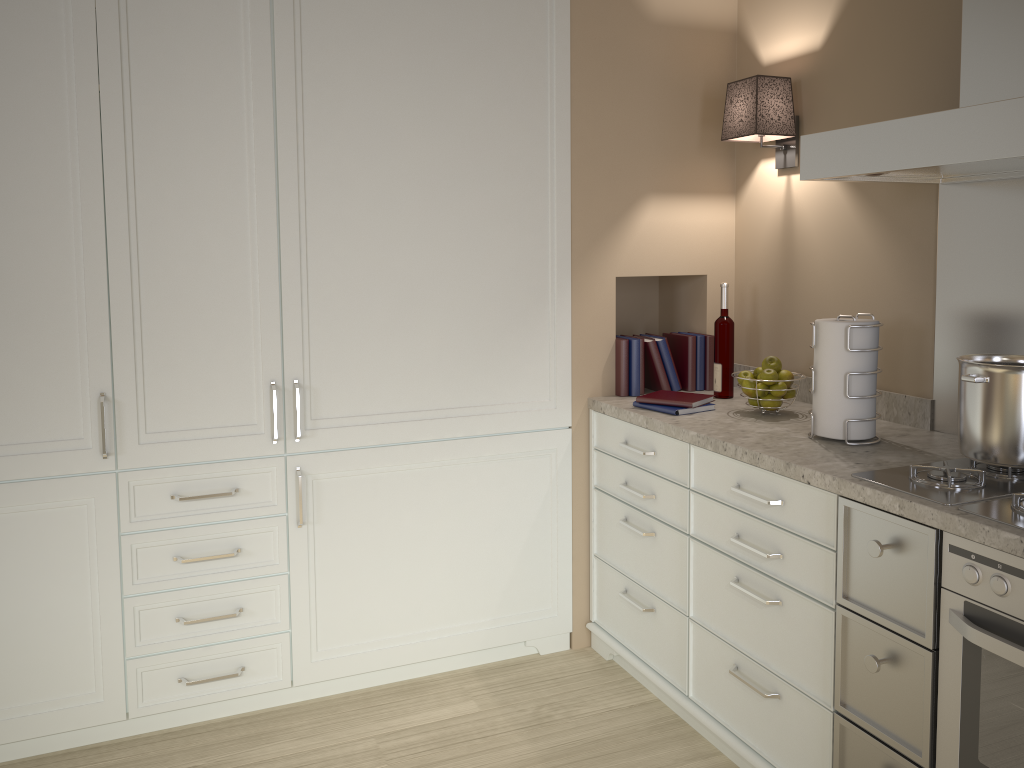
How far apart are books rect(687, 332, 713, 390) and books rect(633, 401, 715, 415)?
0.4 meters

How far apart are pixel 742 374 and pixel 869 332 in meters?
0.5

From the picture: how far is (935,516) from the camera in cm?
161

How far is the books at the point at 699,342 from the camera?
2.9 meters

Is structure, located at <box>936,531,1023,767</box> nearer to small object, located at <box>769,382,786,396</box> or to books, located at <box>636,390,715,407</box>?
small object, located at <box>769,382,786,396</box>

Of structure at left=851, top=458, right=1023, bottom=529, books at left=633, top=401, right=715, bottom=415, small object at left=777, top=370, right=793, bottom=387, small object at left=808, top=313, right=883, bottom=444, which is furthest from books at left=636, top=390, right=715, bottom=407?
structure at left=851, top=458, right=1023, bottom=529

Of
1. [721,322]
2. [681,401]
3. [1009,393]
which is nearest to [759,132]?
[721,322]

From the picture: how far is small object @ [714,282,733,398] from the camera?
2.7m

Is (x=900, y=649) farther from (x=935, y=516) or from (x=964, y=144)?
(x=964, y=144)

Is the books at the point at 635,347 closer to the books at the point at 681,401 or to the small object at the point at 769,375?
the books at the point at 681,401
